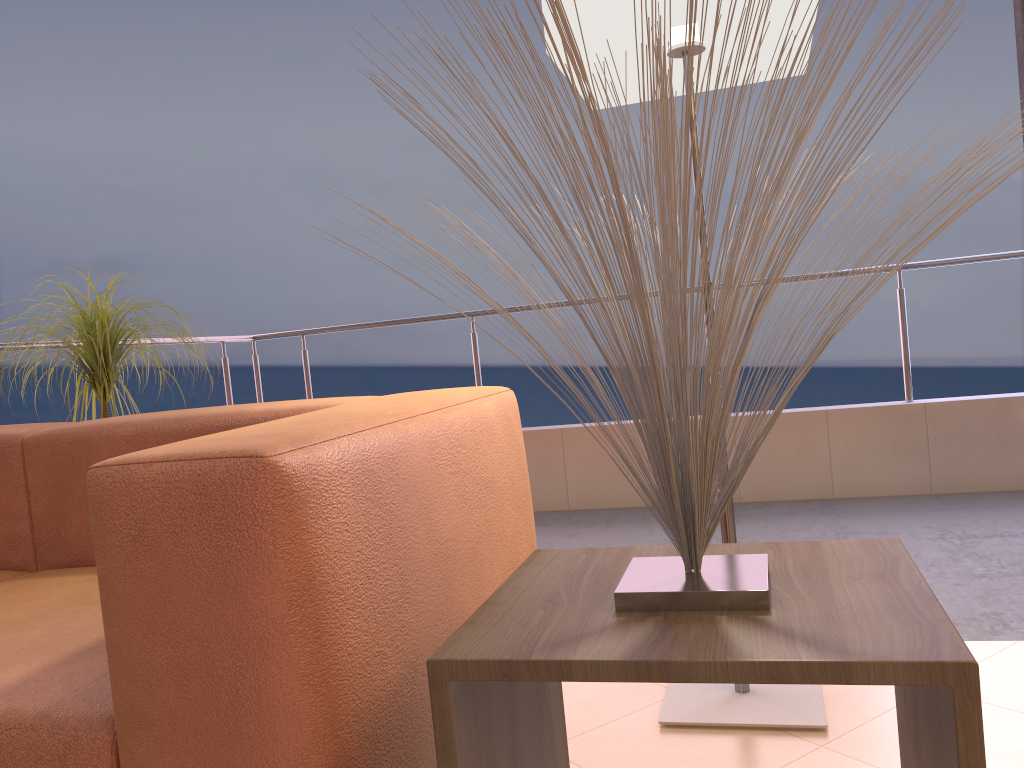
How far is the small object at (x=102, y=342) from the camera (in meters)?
2.46

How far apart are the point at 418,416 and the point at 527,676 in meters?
0.5 m

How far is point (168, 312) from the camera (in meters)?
2.83

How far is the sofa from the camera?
A: 0.9m

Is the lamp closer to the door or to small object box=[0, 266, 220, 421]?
the door

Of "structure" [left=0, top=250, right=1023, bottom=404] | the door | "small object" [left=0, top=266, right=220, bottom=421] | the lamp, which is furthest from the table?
"structure" [left=0, top=250, right=1023, bottom=404]

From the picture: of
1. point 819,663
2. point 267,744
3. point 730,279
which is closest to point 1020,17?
point 730,279

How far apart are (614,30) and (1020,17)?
0.9 meters

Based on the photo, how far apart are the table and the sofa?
0.1 meters

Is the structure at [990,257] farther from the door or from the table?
the table
